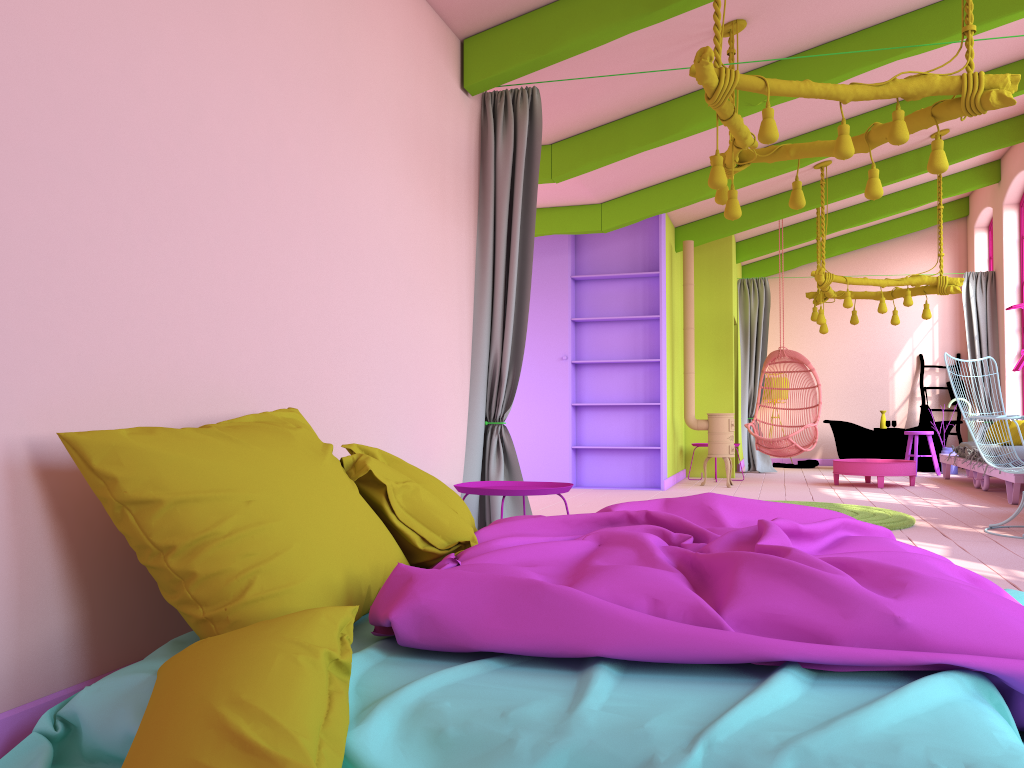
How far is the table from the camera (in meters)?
9.68

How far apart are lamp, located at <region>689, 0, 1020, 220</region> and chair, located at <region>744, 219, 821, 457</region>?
5.3m

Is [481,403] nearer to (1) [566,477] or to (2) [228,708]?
(2) [228,708]

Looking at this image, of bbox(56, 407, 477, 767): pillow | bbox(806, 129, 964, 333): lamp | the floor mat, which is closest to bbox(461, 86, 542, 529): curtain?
bbox(56, 407, 477, 767): pillow

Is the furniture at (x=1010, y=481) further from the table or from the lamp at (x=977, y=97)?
the lamp at (x=977, y=97)

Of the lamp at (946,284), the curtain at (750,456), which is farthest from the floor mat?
the curtain at (750,456)

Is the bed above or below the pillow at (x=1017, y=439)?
below

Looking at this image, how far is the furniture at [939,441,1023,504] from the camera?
7.89m

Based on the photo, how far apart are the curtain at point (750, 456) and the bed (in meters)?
8.87

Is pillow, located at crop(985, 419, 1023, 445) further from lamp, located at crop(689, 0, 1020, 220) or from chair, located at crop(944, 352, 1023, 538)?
lamp, located at crop(689, 0, 1020, 220)
